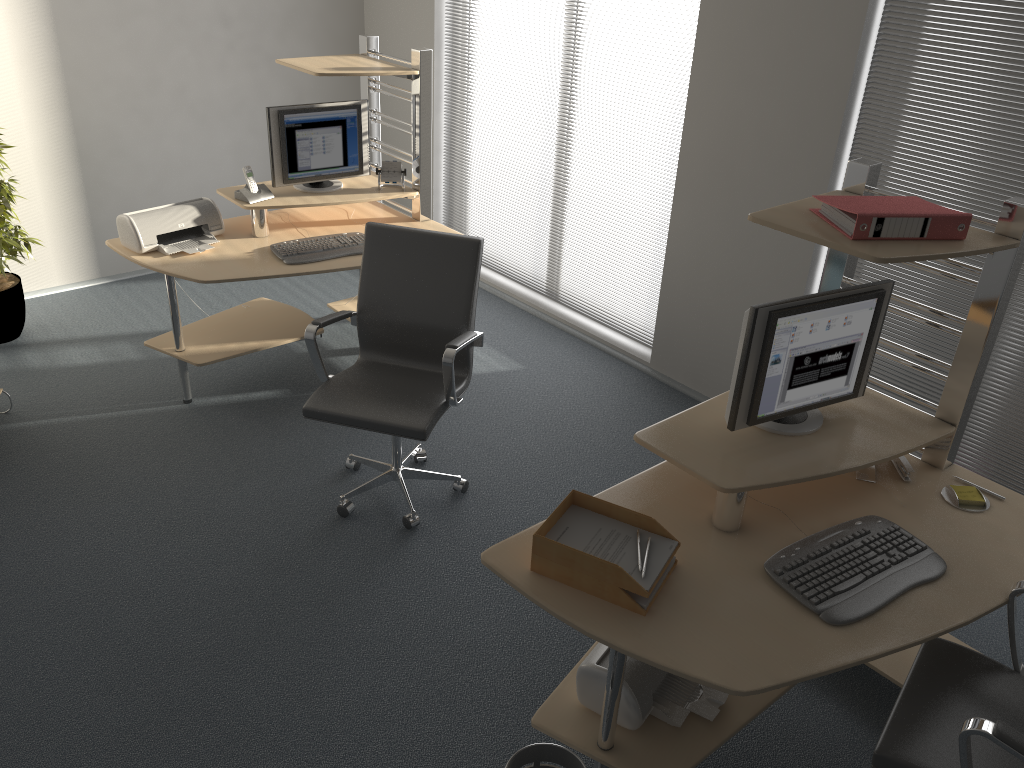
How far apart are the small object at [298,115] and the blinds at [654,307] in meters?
1.1

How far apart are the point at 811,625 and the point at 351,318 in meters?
2.2

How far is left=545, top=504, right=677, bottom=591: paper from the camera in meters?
2.2

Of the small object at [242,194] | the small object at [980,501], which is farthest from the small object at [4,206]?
the small object at [980,501]

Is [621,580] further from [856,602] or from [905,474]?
[905,474]

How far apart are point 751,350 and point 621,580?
0.7m

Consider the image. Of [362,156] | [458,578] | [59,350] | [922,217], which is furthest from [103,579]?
[922,217]

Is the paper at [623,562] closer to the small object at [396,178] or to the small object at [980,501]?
the small object at [980,501]

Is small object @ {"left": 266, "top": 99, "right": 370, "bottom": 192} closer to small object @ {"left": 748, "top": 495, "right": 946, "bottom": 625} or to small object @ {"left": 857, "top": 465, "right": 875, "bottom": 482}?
small object @ {"left": 857, "top": 465, "right": 875, "bottom": 482}

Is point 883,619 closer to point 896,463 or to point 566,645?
point 896,463
